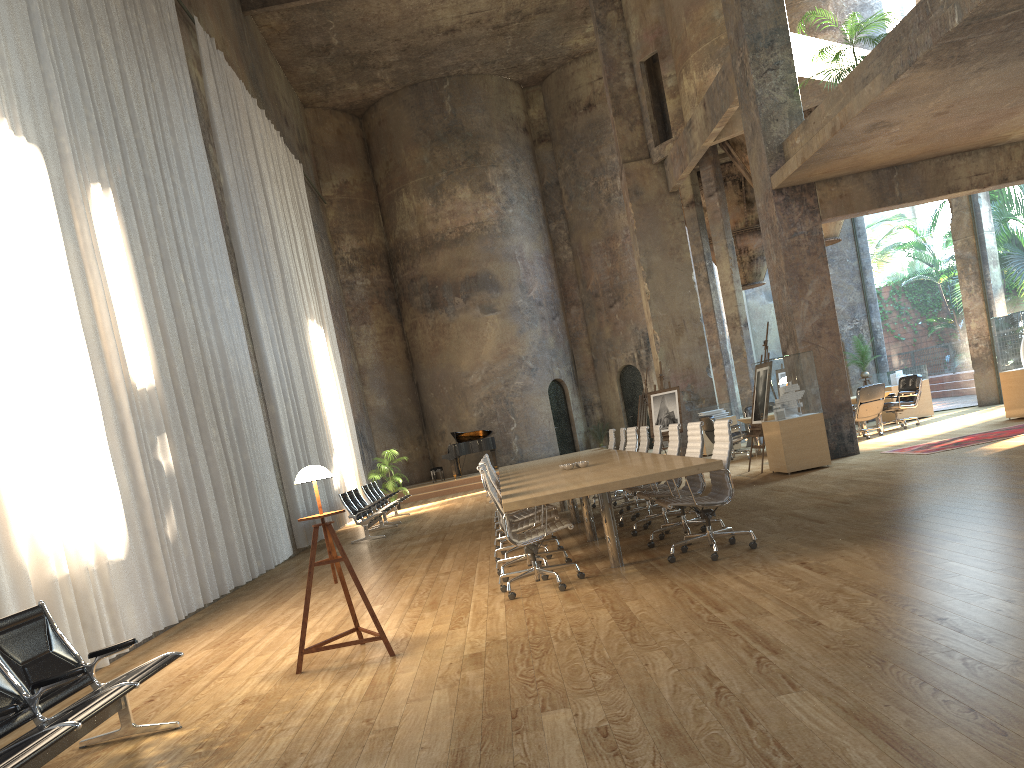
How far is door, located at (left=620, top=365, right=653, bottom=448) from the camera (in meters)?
26.71

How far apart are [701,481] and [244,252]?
9.66m

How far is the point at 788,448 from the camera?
11.5m

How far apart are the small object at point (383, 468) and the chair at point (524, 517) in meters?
12.3 m

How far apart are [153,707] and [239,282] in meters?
10.1 m

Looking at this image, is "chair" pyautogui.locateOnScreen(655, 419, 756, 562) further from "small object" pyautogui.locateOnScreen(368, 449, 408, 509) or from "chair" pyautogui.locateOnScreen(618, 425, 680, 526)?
"small object" pyautogui.locateOnScreen(368, 449, 408, 509)

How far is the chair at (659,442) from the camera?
9.4m

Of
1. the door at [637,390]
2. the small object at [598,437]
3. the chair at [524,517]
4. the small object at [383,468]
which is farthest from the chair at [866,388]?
the small object at [598,437]

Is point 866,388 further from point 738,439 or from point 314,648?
point 314,648

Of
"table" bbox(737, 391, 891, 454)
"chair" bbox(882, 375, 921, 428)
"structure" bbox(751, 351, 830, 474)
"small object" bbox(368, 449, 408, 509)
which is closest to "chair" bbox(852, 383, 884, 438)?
"table" bbox(737, 391, 891, 454)
